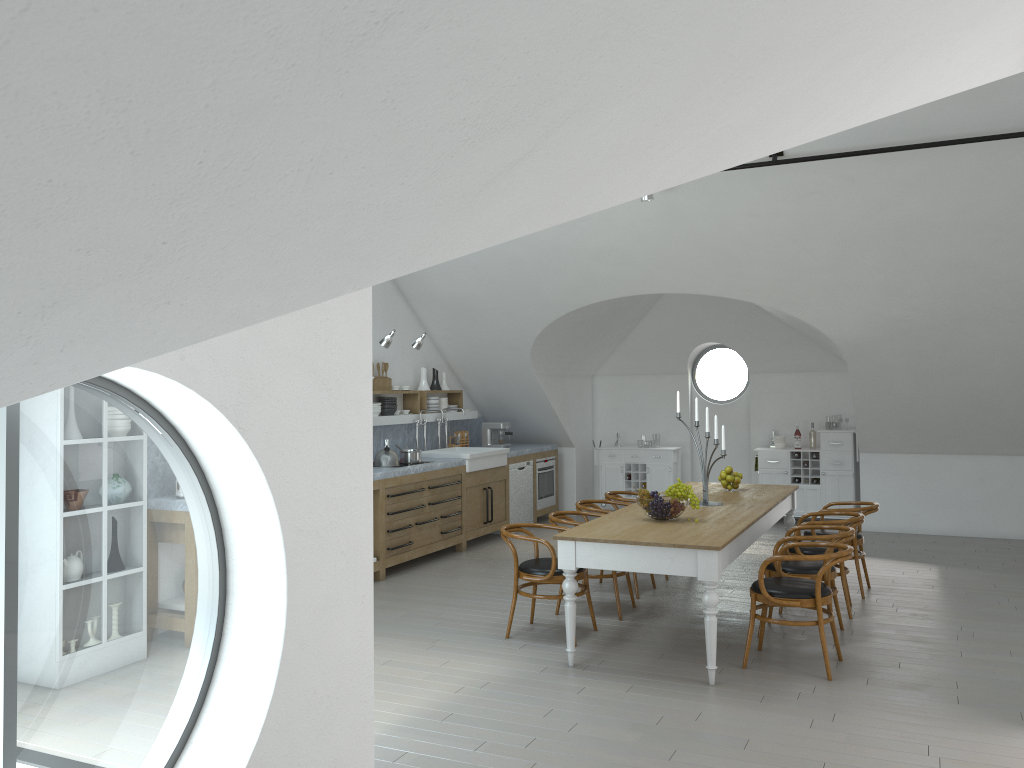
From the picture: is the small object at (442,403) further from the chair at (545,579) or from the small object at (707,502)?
the small object at (707,502)

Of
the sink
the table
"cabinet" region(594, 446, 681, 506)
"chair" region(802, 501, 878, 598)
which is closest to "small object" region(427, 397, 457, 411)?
the sink

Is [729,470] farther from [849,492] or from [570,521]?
[849,492]

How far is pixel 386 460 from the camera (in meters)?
8.52

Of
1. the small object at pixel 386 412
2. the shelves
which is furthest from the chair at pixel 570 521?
the small object at pixel 386 412

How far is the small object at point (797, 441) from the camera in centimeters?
1107cm

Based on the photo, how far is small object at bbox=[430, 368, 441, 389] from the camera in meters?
10.5 m

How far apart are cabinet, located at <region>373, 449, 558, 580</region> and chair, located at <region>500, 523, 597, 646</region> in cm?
194

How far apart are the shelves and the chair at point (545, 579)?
3.2m

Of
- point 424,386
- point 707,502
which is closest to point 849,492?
point 707,502
